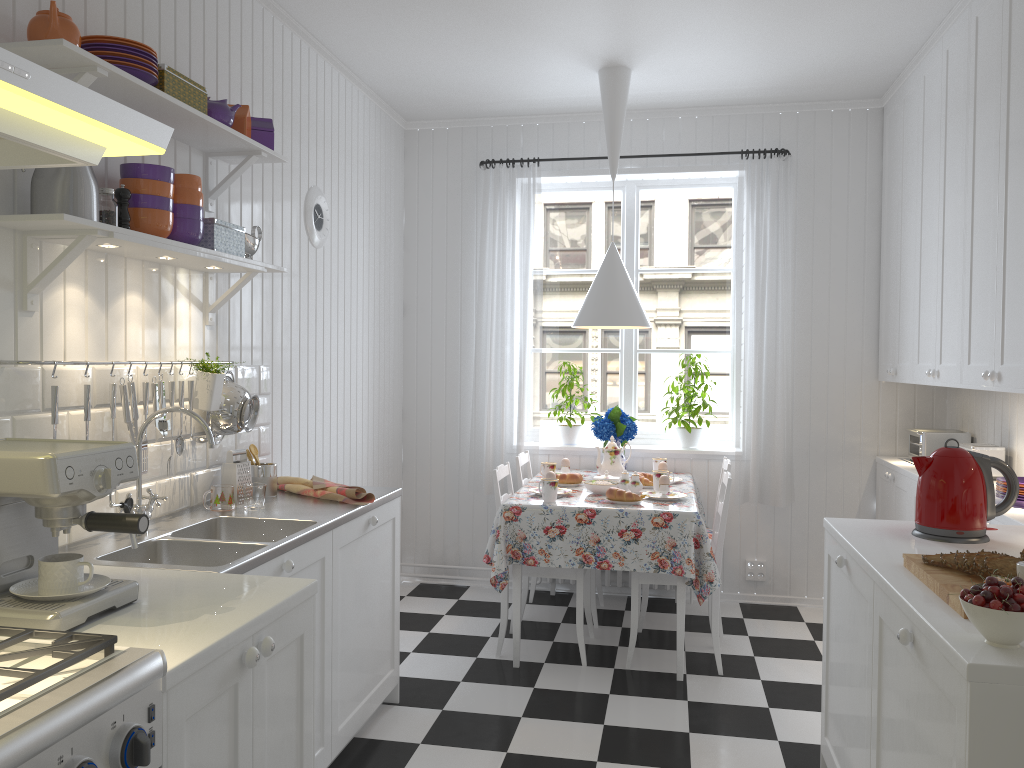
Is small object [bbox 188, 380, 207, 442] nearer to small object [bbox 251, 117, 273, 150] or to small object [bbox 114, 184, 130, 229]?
small object [bbox 114, 184, 130, 229]

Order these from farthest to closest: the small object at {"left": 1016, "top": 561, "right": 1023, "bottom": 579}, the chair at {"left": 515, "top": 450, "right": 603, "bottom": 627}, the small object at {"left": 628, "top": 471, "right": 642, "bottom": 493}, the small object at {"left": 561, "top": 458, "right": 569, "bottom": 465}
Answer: the small object at {"left": 561, "top": 458, "right": 569, "bottom": 465}, the chair at {"left": 515, "top": 450, "right": 603, "bottom": 627}, the small object at {"left": 628, "top": 471, "right": 642, "bottom": 493}, the small object at {"left": 1016, "top": 561, "right": 1023, "bottom": 579}

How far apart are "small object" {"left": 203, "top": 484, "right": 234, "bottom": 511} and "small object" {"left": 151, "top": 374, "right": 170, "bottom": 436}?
0.28m

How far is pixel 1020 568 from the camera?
1.72m

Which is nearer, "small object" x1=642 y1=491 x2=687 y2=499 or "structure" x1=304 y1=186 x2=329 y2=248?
"structure" x1=304 y1=186 x2=329 y2=248

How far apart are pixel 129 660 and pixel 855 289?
4.28m

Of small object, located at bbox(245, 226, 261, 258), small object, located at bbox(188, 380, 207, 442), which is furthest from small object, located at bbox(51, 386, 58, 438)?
small object, located at bbox(245, 226, 261, 258)

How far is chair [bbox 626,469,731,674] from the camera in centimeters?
373cm

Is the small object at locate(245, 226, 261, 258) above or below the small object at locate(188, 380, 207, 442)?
above

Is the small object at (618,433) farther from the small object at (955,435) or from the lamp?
the small object at (955,435)
